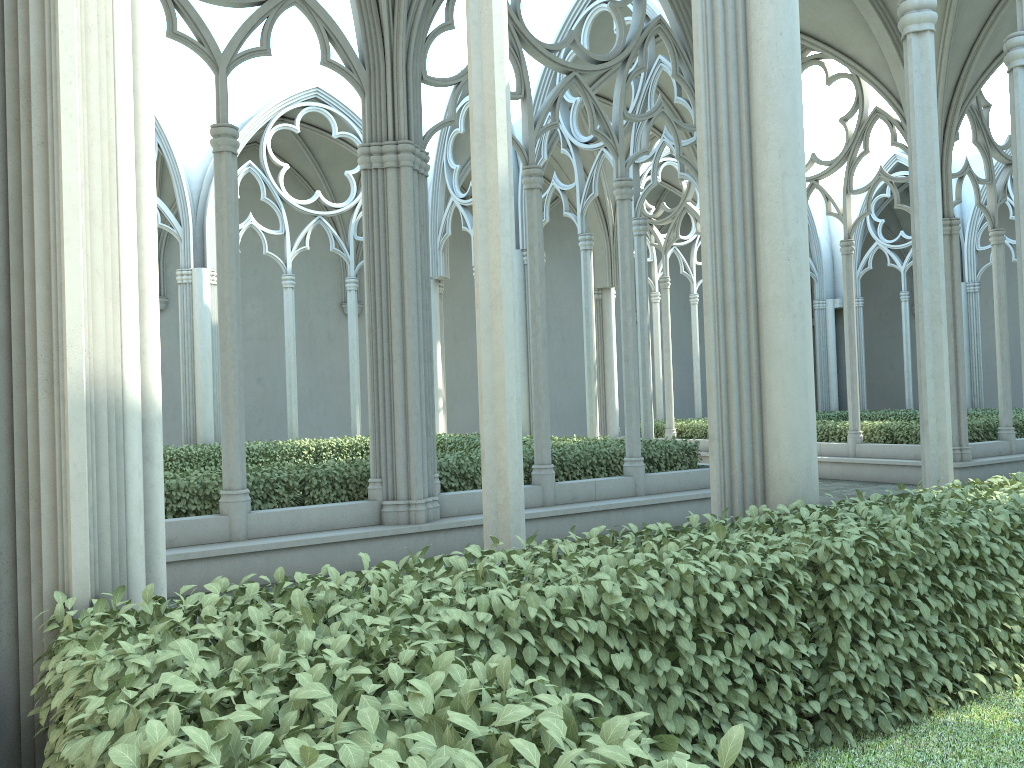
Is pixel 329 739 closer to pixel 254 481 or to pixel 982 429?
pixel 254 481

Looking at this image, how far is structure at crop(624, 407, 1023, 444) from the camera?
14.8m

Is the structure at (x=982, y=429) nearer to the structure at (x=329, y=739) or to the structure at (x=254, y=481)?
the structure at (x=254, y=481)

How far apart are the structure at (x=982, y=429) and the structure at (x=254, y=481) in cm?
521

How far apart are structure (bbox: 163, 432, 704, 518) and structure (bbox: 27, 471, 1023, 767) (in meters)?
5.18

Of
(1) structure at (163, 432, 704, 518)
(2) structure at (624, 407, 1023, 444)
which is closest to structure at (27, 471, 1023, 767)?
(1) structure at (163, 432, 704, 518)

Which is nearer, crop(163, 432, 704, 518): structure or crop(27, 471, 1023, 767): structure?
crop(27, 471, 1023, 767): structure

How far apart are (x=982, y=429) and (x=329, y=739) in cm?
1545

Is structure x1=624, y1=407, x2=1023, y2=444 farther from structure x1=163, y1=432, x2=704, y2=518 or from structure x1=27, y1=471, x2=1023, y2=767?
structure x1=27, y1=471, x2=1023, y2=767

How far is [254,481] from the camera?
8.39m
